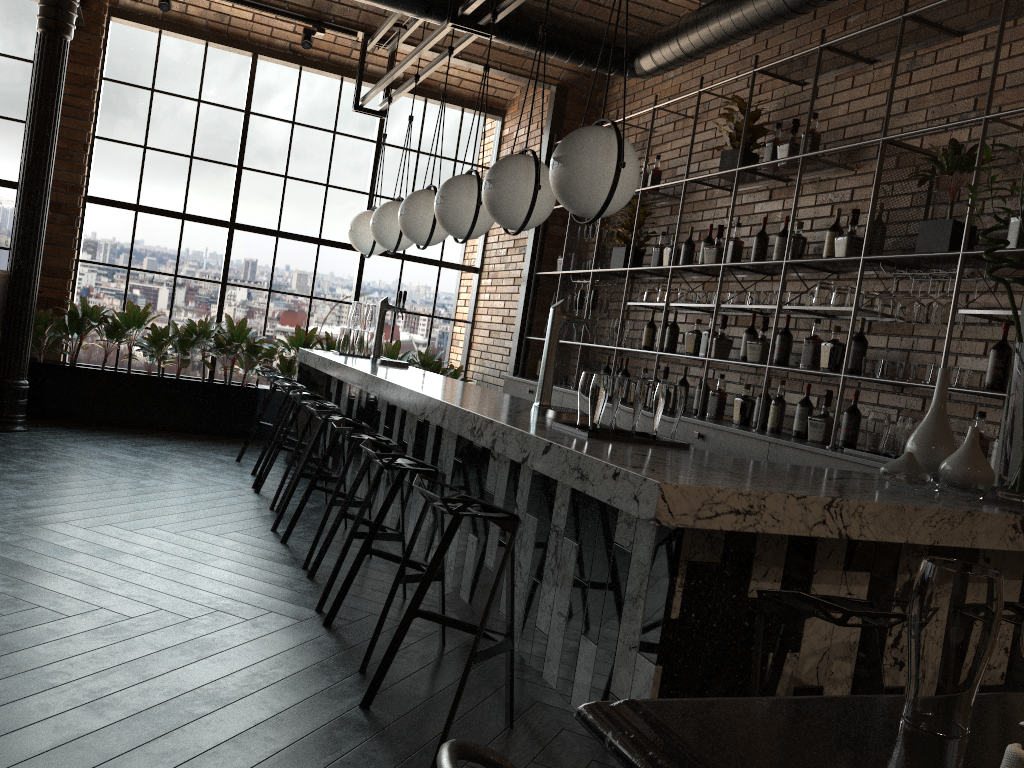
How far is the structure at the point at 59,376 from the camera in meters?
7.2 m

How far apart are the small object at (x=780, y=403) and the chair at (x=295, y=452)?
2.70m

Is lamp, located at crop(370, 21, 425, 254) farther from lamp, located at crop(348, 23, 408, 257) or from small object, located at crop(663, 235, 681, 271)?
small object, located at crop(663, 235, 681, 271)

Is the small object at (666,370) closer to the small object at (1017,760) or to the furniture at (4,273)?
the furniture at (4,273)

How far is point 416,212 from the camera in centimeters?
519cm

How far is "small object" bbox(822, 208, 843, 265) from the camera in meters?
4.6 m

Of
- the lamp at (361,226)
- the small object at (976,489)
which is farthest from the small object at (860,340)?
the lamp at (361,226)

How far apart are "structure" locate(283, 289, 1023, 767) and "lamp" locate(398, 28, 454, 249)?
0.78m

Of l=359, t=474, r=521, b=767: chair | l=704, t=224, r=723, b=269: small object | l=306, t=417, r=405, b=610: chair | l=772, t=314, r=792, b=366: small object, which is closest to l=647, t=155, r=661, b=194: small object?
l=704, t=224, r=723, b=269: small object

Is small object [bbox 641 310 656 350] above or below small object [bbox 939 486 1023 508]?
above
